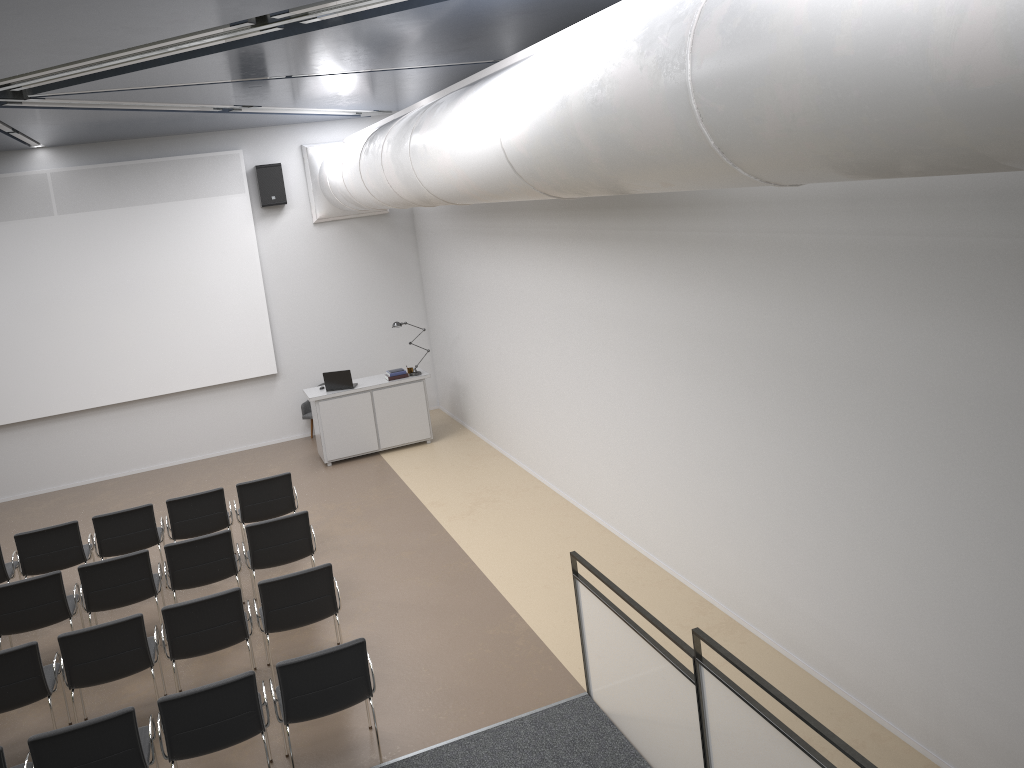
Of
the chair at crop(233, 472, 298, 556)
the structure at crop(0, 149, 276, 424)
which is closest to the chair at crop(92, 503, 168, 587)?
the chair at crop(233, 472, 298, 556)

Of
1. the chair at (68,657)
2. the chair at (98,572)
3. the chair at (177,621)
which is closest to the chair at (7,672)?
A: the chair at (68,657)

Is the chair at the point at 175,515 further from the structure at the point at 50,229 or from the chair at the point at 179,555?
the structure at the point at 50,229

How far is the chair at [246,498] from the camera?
9.2m

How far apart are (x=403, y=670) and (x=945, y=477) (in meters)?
4.30

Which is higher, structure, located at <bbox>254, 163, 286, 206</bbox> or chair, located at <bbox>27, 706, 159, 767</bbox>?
structure, located at <bbox>254, 163, 286, 206</bbox>

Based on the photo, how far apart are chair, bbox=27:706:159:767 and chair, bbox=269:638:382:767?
0.8m

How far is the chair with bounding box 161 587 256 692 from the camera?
6.53m

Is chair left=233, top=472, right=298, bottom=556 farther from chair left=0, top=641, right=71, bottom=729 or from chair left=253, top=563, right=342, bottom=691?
chair left=0, top=641, right=71, bottom=729

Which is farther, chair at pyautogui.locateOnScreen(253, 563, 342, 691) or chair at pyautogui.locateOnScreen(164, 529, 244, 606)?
chair at pyautogui.locateOnScreen(164, 529, 244, 606)
